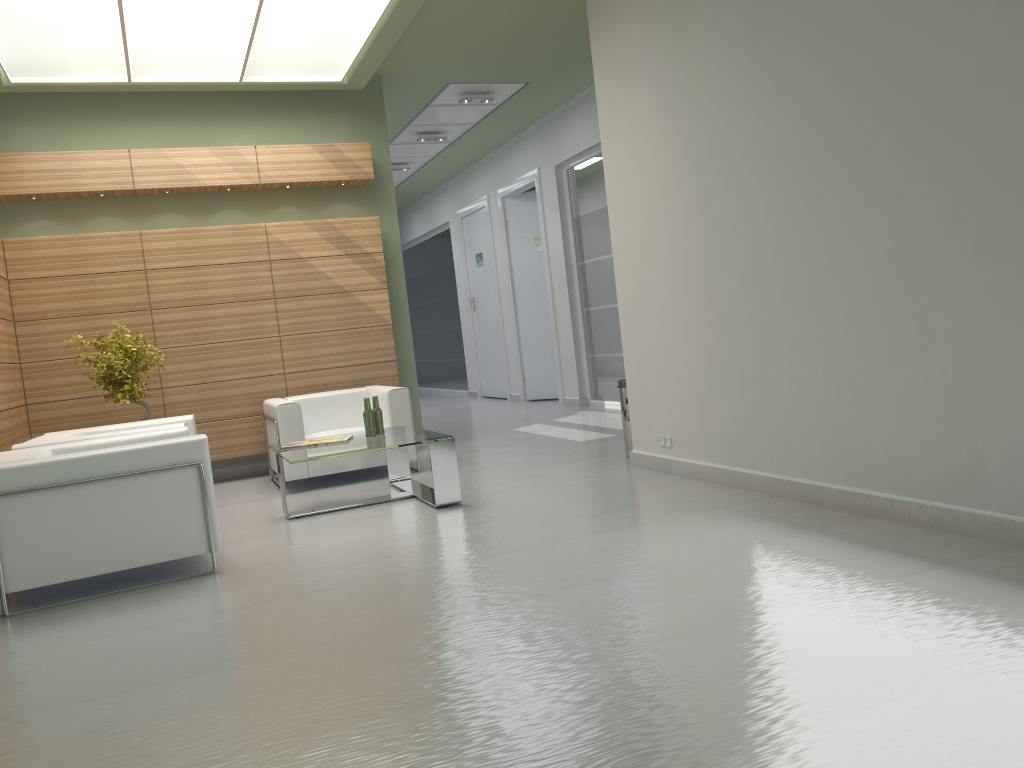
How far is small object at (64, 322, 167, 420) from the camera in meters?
11.6

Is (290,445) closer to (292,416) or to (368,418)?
(368,418)

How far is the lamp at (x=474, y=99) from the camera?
16.77m

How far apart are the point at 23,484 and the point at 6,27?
6.1m

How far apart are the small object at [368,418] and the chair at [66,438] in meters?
2.0 m

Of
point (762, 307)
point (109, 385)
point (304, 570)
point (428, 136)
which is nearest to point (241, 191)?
point (109, 385)

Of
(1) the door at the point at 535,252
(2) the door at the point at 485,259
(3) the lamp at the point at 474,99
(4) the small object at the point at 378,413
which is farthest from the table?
(2) the door at the point at 485,259

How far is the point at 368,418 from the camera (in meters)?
10.51

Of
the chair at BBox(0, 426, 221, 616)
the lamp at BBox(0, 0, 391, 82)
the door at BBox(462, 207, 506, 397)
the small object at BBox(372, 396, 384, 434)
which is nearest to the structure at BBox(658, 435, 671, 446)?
the small object at BBox(372, 396, 384, 434)

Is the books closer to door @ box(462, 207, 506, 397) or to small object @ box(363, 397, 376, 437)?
small object @ box(363, 397, 376, 437)
